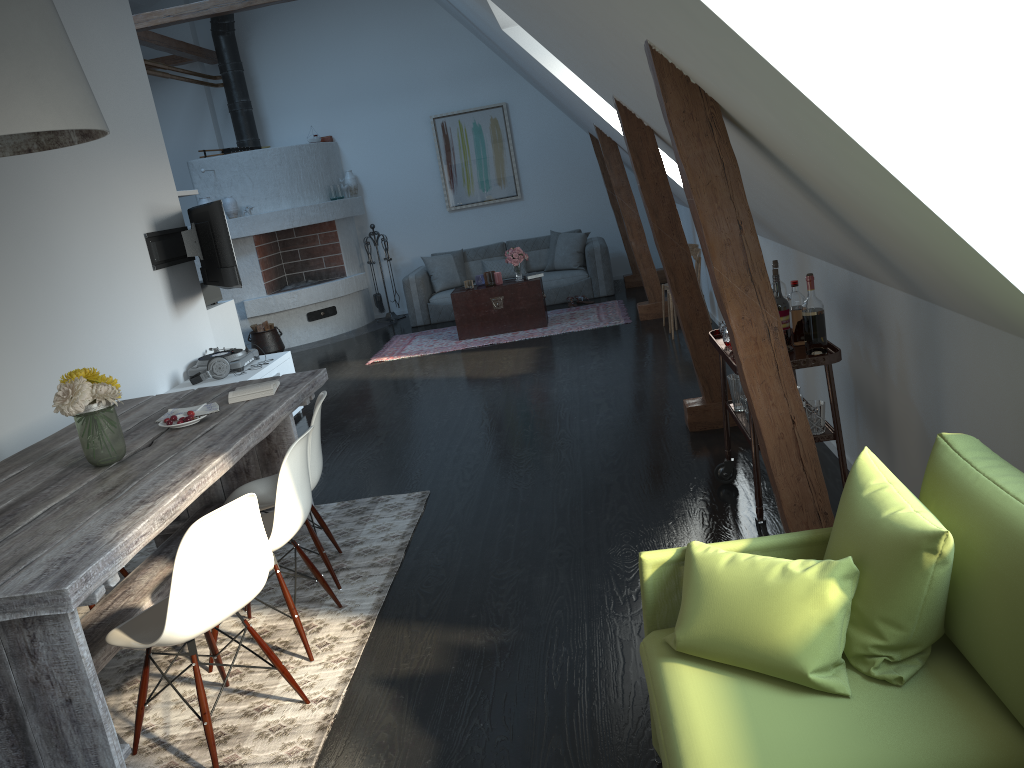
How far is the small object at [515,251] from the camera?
8.93m

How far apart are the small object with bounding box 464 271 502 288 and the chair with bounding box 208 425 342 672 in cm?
578

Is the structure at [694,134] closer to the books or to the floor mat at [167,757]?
the floor mat at [167,757]

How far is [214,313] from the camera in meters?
7.2 m

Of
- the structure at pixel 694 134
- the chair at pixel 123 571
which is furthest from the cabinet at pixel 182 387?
the structure at pixel 694 134

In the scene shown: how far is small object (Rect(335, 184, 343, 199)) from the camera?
10.92m

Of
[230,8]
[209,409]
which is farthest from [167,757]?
[230,8]

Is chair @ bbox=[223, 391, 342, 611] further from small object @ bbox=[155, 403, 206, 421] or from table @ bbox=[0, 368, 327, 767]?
small object @ bbox=[155, 403, 206, 421]

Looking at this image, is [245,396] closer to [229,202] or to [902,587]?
[902,587]

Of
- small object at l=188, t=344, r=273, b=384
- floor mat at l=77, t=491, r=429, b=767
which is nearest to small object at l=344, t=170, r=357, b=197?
small object at l=188, t=344, r=273, b=384
